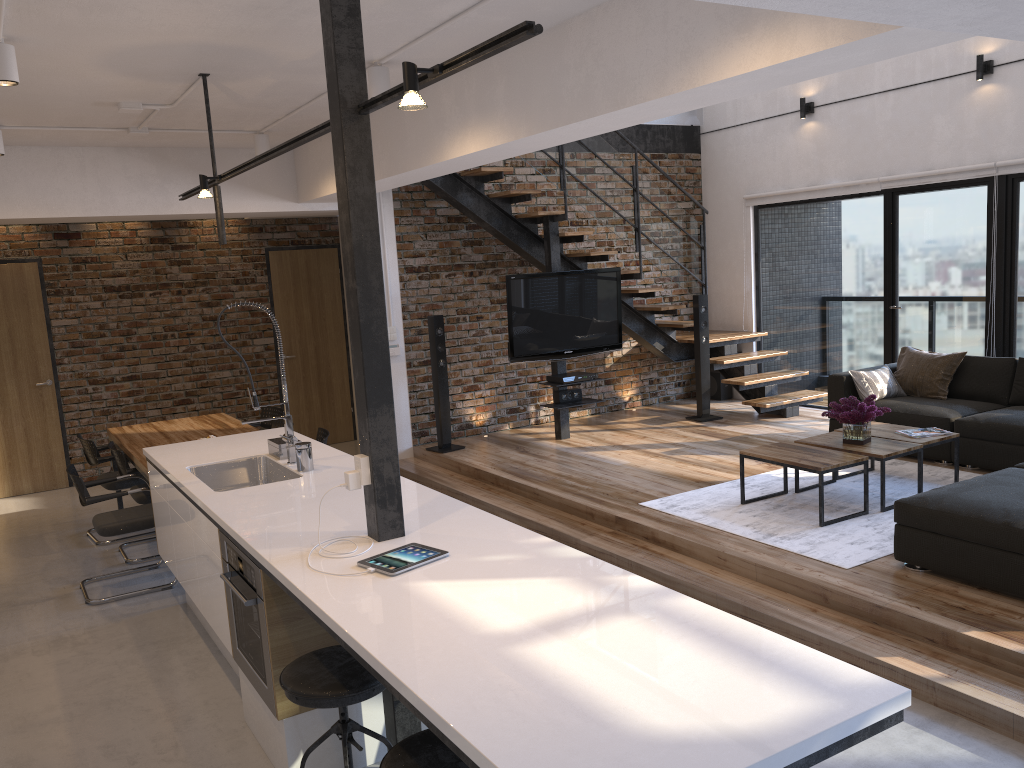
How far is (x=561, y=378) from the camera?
7.7m

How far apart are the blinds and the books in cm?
247

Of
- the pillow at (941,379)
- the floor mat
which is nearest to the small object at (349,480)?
the floor mat

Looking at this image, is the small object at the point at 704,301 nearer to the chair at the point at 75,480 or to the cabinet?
the cabinet

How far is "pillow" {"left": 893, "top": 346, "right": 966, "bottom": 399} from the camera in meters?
6.8

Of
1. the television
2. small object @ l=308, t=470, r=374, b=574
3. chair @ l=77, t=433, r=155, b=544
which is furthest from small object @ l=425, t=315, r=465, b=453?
small object @ l=308, t=470, r=374, b=574

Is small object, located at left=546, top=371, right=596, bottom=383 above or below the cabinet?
below

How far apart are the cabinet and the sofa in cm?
226

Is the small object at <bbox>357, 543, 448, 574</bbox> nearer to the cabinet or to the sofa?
the cabinet

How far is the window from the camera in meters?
7.1
